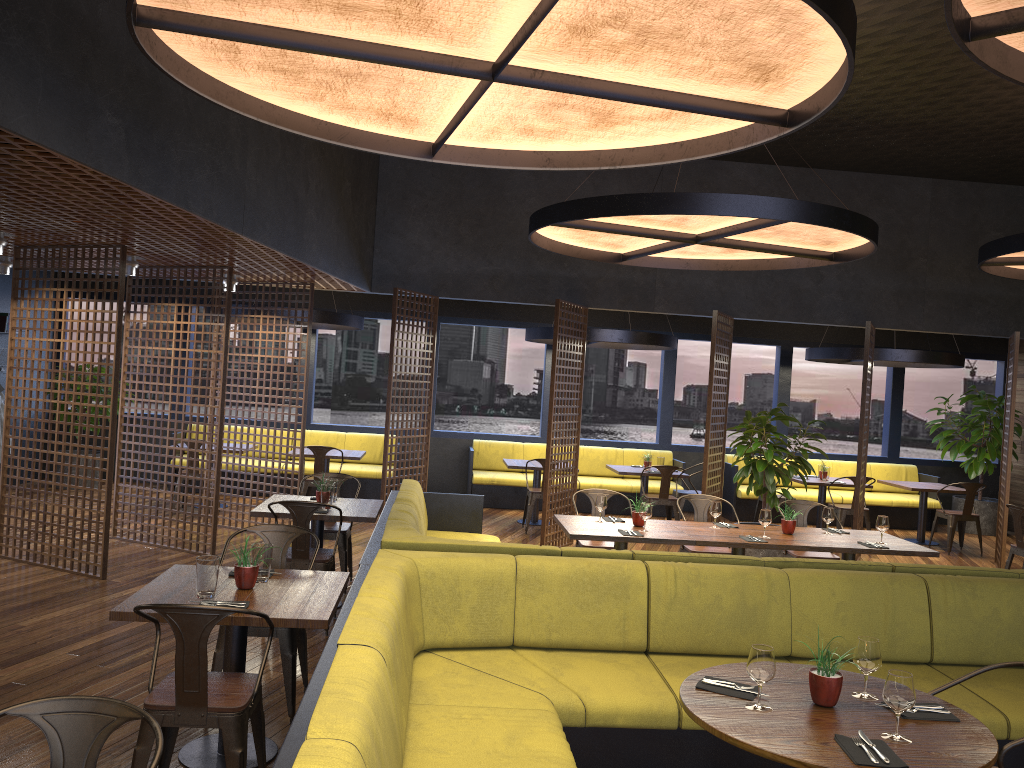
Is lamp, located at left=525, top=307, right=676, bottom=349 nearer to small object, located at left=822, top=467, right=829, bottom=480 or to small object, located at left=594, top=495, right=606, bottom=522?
small object, located at left=822, top=467, right=829, bottom=480

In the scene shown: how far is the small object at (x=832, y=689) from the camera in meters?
3.0

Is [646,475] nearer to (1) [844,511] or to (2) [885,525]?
(1) [844,511]

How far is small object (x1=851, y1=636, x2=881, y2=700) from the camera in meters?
3.1

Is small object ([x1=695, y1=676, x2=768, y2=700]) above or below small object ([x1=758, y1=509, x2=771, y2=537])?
below

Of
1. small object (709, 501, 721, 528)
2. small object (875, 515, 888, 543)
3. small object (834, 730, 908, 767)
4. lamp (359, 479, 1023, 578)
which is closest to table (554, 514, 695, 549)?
small object (709, 501, 721, 528)

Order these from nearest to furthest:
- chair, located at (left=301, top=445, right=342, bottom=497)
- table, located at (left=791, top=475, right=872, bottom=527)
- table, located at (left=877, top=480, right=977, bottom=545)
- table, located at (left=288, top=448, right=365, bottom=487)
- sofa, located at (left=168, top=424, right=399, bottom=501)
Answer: chair, located at (left=301, top=445, right=342, bottom=497) < table, located at (left=288, top=448, right=365, bottom=487) < table, located at (left=791, top=475, right=872, bottom=527) < table, located at (left=877, top=480, right=977, bottom=545) < sofa, located at (left=168, top=424, right=399, bottom=501)

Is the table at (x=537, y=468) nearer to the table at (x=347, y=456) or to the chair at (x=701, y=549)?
the table at (x=347, y=456)

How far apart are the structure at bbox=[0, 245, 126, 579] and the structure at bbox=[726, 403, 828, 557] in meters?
5.8

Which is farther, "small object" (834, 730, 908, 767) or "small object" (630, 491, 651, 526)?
"small object" (630, 491, 651, 526)
